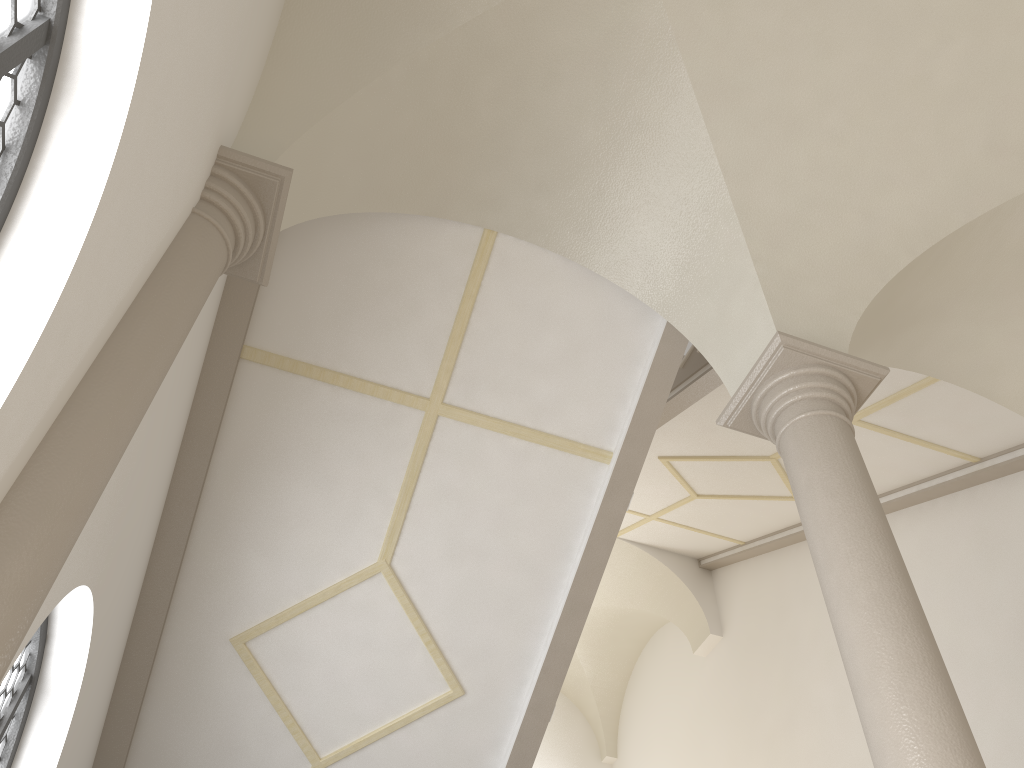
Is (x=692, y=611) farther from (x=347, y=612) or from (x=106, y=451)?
(x=106, y=451)

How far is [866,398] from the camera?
4.92m

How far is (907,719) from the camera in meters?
3.3

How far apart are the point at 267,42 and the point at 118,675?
4.23m

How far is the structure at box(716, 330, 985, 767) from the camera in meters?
3.3
